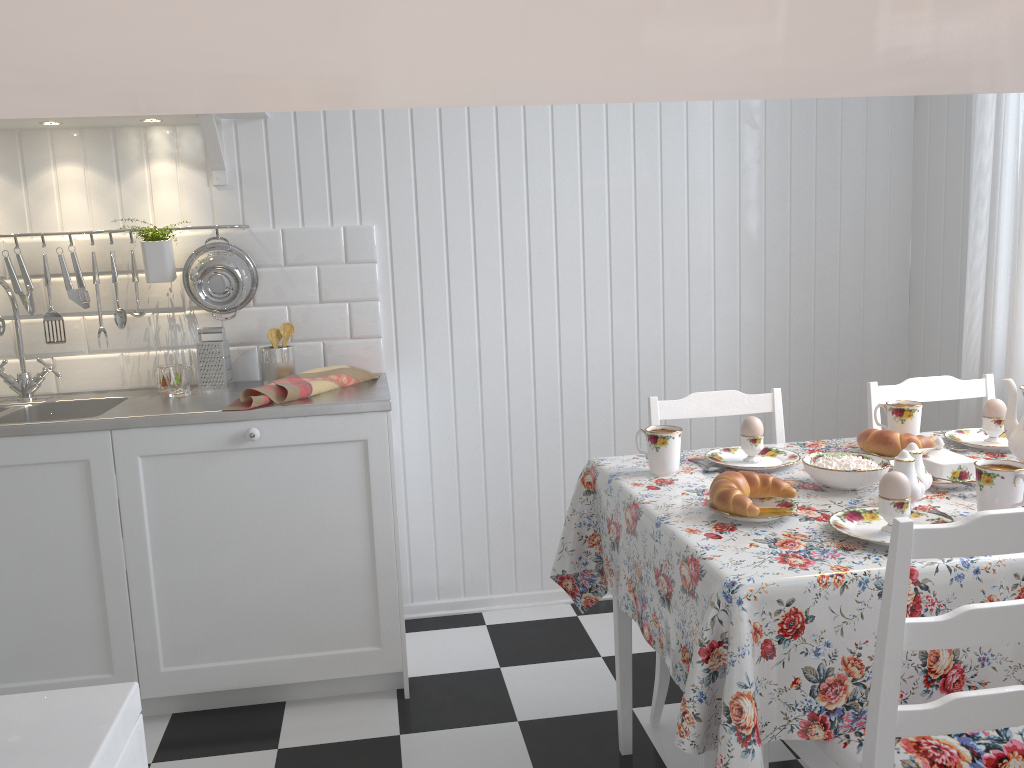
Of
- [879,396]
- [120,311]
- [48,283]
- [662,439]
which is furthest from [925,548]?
[48,283]

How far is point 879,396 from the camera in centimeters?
220cm

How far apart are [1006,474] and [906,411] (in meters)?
0.58

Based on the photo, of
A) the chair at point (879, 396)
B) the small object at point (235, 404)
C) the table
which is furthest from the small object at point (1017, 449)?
the small object at point (235, 404)

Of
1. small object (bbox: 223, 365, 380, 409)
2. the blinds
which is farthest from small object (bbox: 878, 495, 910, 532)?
small object (bbox: 223, 365, 380, 409)

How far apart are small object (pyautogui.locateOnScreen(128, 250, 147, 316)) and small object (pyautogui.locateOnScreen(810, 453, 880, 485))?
1.9 meters

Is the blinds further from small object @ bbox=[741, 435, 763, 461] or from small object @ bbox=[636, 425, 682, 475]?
small object @ bbox=[636, 425, 682, 475]

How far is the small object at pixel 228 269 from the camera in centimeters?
252cm

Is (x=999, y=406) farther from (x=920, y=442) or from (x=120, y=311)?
(x=120, y=311)

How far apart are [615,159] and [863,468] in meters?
1.5
